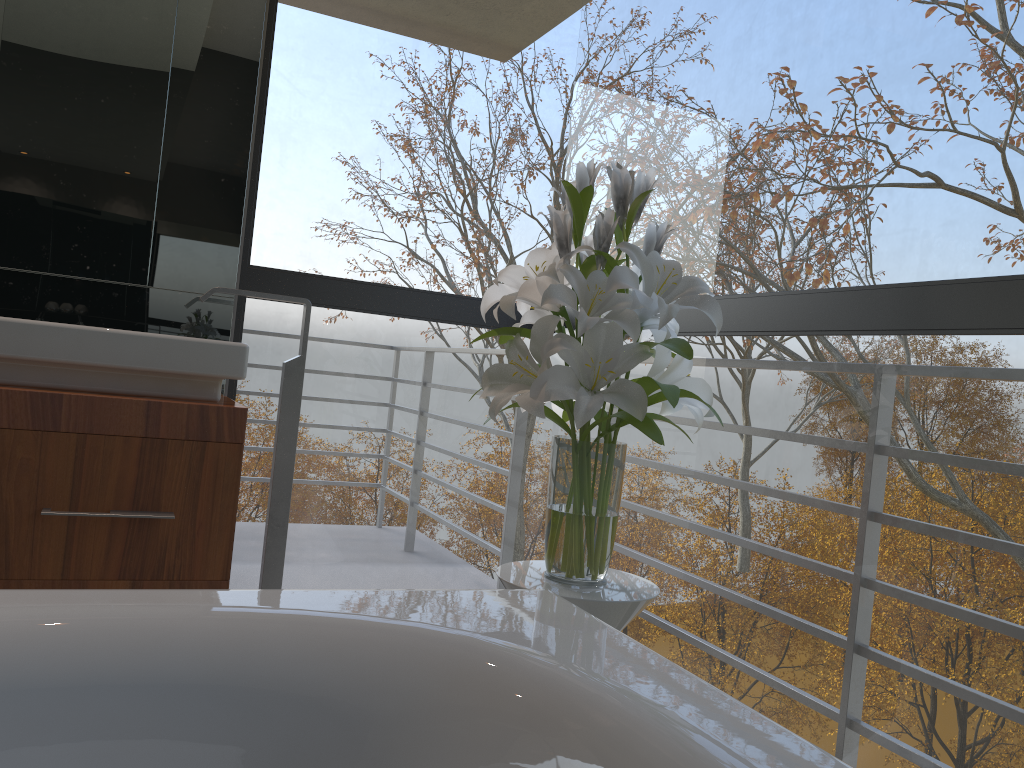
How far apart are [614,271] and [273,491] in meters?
1.2

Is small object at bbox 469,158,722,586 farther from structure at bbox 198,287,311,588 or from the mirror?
the mirror

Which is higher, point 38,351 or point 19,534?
point 38,351

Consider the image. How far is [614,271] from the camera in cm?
150

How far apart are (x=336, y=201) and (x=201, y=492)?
3.33m

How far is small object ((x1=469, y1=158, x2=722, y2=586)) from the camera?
1.5m

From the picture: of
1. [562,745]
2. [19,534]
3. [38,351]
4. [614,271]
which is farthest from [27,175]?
[562,745]

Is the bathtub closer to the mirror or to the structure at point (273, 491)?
the structure at point (273, 491)

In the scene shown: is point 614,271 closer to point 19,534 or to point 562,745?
point 562,745

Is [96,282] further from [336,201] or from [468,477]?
[468,477]
